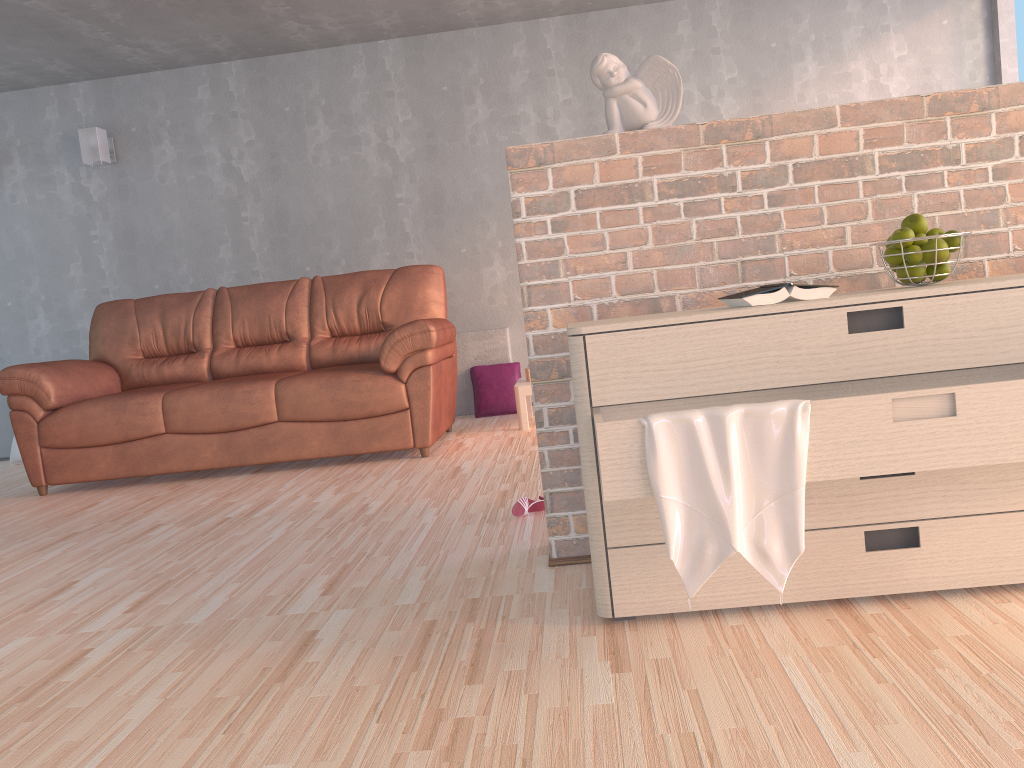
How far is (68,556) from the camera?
2.99m

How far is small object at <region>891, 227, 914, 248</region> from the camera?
1.86m

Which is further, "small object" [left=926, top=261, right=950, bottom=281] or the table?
the table

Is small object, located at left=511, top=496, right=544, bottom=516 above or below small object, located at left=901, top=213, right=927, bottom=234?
below

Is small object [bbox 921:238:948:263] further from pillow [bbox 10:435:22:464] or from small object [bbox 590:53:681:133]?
pillow [bbox 10:435:22:464]

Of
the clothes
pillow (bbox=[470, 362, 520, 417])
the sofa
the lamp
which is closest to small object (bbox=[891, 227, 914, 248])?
the clothes

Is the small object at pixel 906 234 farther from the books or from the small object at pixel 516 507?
the small object at pixel 516 507

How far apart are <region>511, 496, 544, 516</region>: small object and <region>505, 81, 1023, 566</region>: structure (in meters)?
0.54

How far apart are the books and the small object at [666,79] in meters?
0.5

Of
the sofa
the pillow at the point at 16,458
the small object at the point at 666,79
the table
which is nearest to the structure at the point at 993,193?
the small object at the point at 666,79
